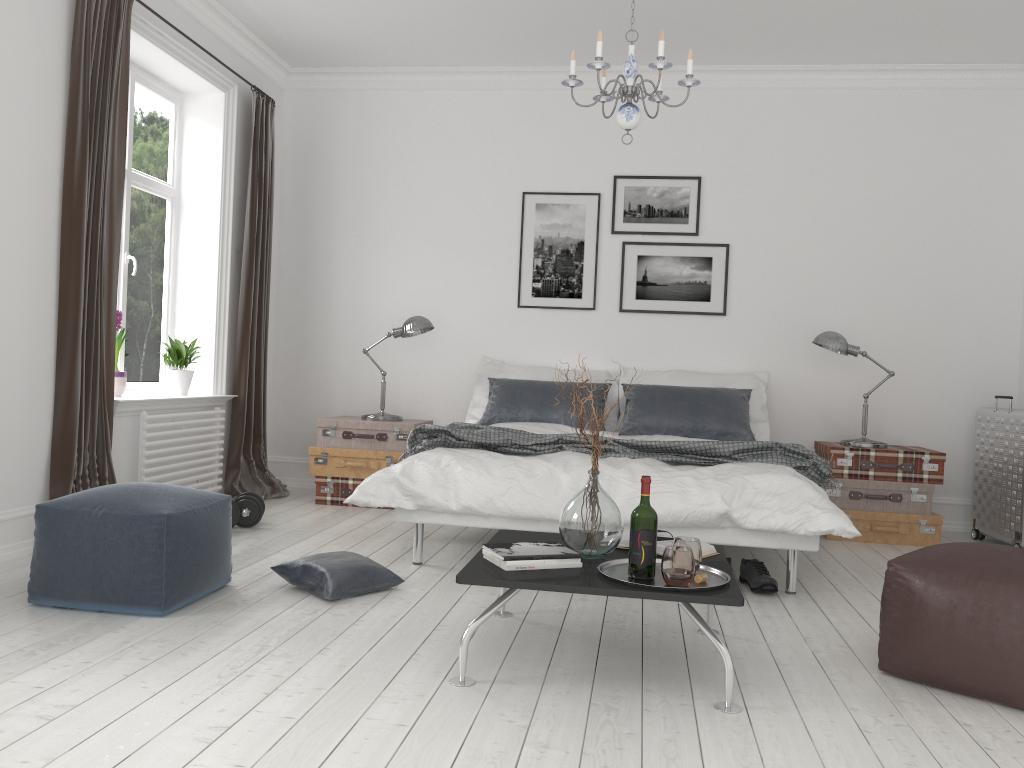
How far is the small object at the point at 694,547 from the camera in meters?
2.7

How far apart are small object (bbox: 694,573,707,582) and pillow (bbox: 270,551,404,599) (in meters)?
1.45

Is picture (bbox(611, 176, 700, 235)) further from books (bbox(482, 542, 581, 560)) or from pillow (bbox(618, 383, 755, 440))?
books (bbox(482, 542, 581, 560))

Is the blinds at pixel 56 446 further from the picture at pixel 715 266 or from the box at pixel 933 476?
the box at pixel 933 476

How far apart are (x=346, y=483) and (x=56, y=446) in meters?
1.9

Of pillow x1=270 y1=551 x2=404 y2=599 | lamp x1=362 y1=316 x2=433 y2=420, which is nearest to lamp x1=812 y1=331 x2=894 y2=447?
lamp x1=362 y1=316 x2=433 y2=420

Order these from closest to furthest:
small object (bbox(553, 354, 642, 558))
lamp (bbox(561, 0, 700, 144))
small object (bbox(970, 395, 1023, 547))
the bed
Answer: small object (bbox(553, 354, 642, 558)) → lamp (bbox(561, 0, 700, 144)) → the bed → small object (bbox(970, 395, 1023, 547))

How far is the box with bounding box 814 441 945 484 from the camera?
5.17m

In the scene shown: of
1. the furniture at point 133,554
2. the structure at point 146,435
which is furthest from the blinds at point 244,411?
the furniture at point 133,554

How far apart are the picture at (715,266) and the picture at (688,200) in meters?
0.1
